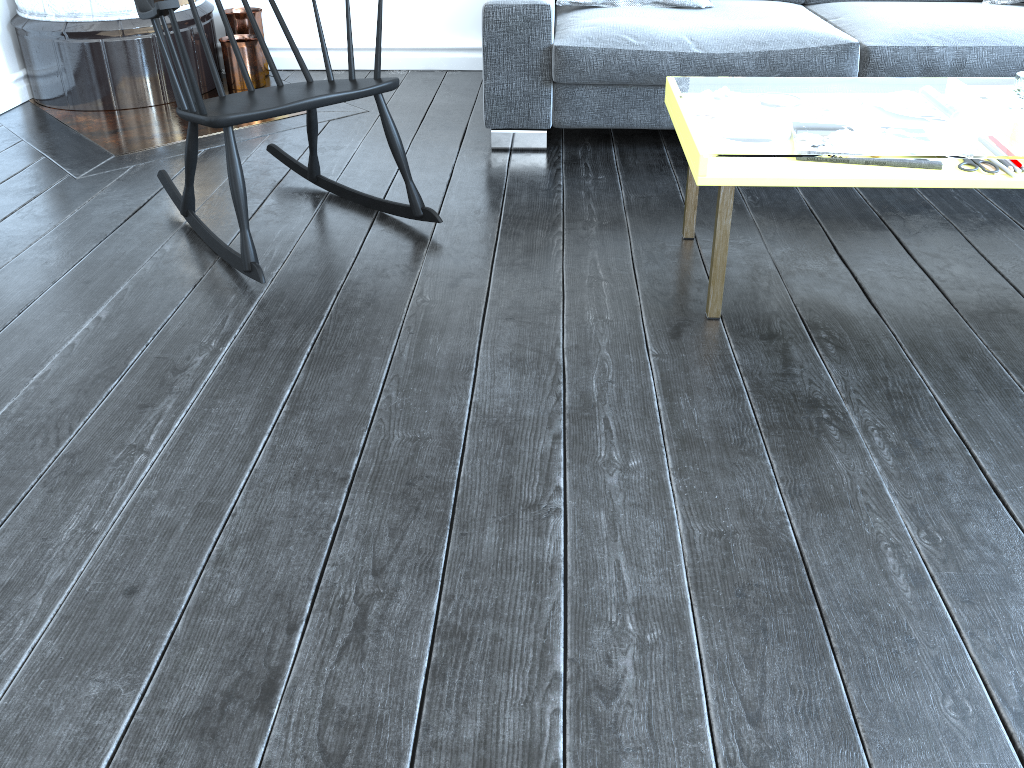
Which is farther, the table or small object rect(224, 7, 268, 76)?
small object rect(224, 7, 268, 76)

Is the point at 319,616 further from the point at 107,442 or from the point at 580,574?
the point at 107,442

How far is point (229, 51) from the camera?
3.51m

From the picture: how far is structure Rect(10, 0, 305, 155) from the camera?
3.16m

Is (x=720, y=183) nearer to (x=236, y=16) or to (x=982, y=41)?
(x=982, y=41)

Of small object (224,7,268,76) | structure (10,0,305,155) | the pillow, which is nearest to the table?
the pillow

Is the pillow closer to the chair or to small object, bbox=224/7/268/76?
the chair

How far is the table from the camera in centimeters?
167cm

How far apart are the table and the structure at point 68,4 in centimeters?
177cm

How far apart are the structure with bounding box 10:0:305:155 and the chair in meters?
0.6 m
